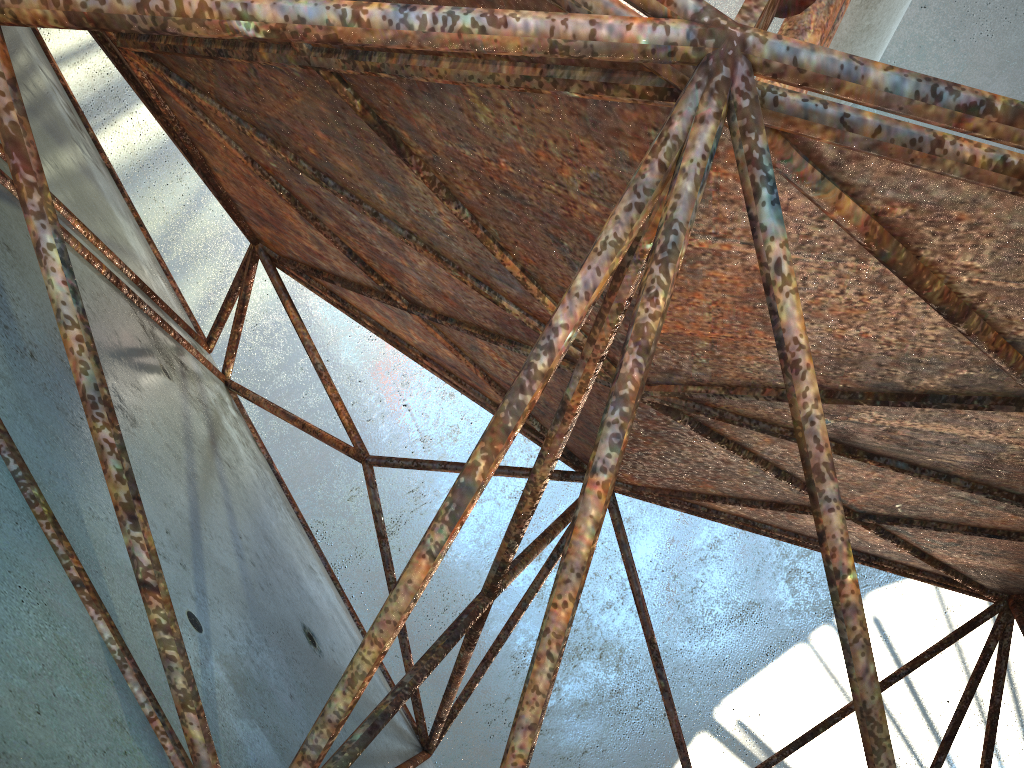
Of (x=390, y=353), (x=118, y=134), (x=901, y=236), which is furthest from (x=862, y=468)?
(x=118, y=134)

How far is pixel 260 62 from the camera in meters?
4.9 m
